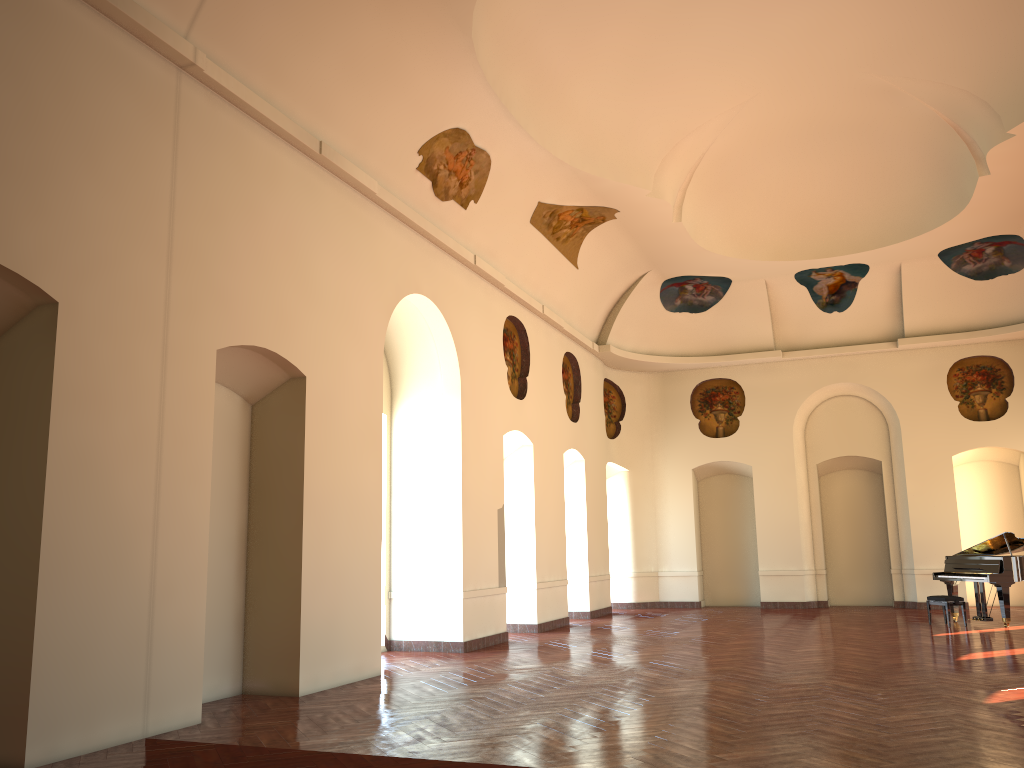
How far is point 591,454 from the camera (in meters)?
17.86

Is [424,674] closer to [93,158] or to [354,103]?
[93,158]
